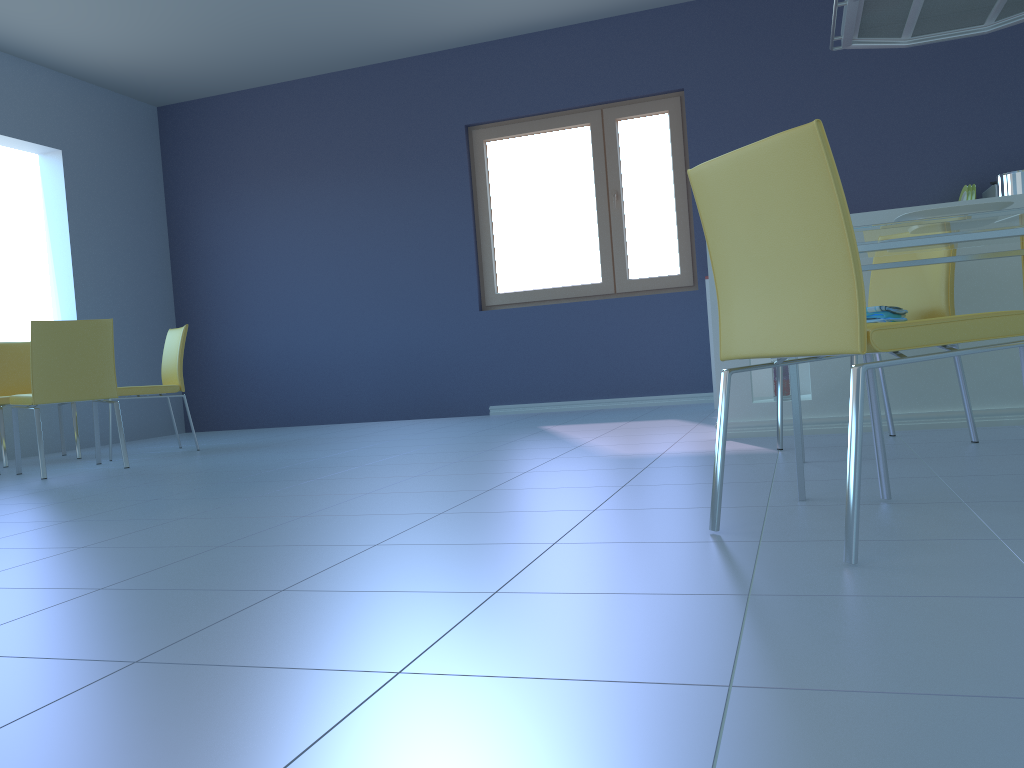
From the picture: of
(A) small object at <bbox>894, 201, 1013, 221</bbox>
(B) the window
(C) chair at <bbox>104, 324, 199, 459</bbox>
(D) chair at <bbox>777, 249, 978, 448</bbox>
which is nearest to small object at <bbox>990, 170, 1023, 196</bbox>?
(D) chair at <bbox>777, 249, 978, 448</bbox>

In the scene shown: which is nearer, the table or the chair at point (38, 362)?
the table

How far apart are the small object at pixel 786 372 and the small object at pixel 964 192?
2.44m

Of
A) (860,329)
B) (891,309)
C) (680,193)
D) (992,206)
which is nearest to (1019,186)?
(891,309)

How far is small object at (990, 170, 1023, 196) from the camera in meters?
3.2

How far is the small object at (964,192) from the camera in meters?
5.0 m

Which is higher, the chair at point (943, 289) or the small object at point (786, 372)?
the chair at point (943, 289)

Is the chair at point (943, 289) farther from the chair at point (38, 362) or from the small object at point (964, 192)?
the chair at point (38, 362)

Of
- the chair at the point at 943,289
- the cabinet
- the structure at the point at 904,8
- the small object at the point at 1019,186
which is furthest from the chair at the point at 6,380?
the small object at the point at 1019,186

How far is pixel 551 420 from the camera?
5.11m
